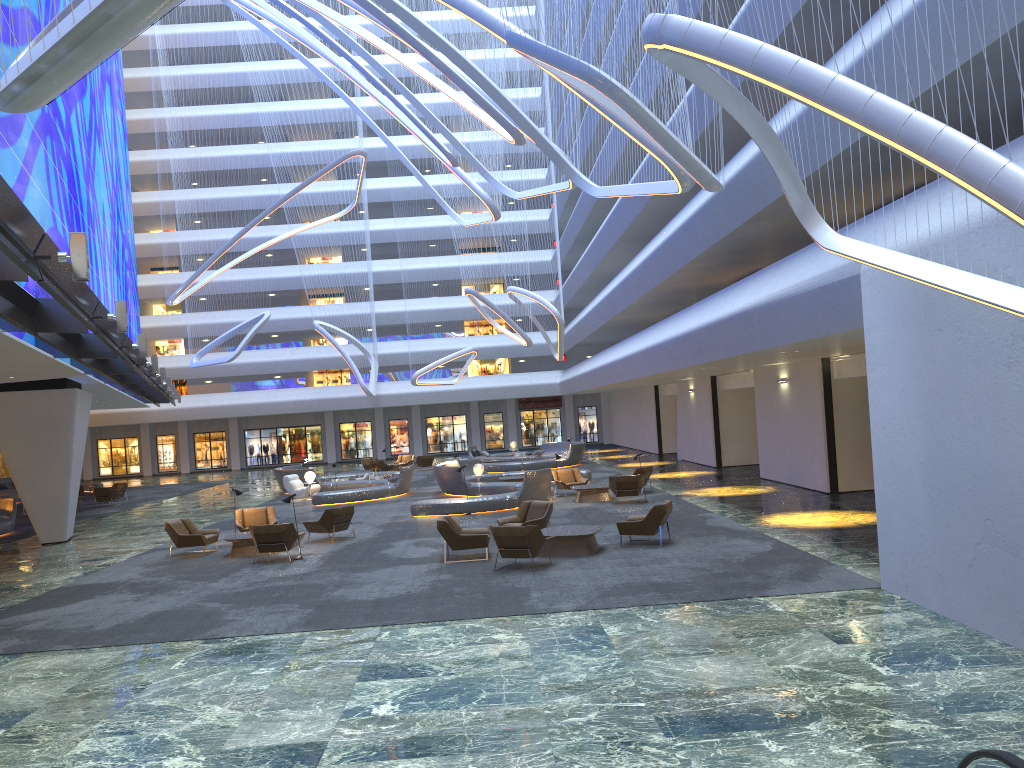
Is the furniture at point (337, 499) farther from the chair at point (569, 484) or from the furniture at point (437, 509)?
the chair at point (569, 484)

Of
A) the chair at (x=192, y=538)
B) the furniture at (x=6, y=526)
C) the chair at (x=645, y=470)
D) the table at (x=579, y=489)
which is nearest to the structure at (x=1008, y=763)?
the chair at (x=192, y=538)

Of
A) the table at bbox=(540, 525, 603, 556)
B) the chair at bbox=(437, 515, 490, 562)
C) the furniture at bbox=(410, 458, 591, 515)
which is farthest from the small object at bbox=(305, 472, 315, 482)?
the table at bbox=(540, 525, 603, 556)

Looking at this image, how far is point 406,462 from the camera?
45.22m

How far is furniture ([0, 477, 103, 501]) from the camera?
40.2m

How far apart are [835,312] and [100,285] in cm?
Answer: 2573

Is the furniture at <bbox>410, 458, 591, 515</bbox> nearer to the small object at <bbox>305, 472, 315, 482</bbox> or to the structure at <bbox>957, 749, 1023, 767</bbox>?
the small object at <bbox>305, 472, 315, 482</bbox>

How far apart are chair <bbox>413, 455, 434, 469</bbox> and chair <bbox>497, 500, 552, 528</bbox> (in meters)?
25.35

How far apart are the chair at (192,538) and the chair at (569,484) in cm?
1023

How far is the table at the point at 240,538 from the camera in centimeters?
1807cm
